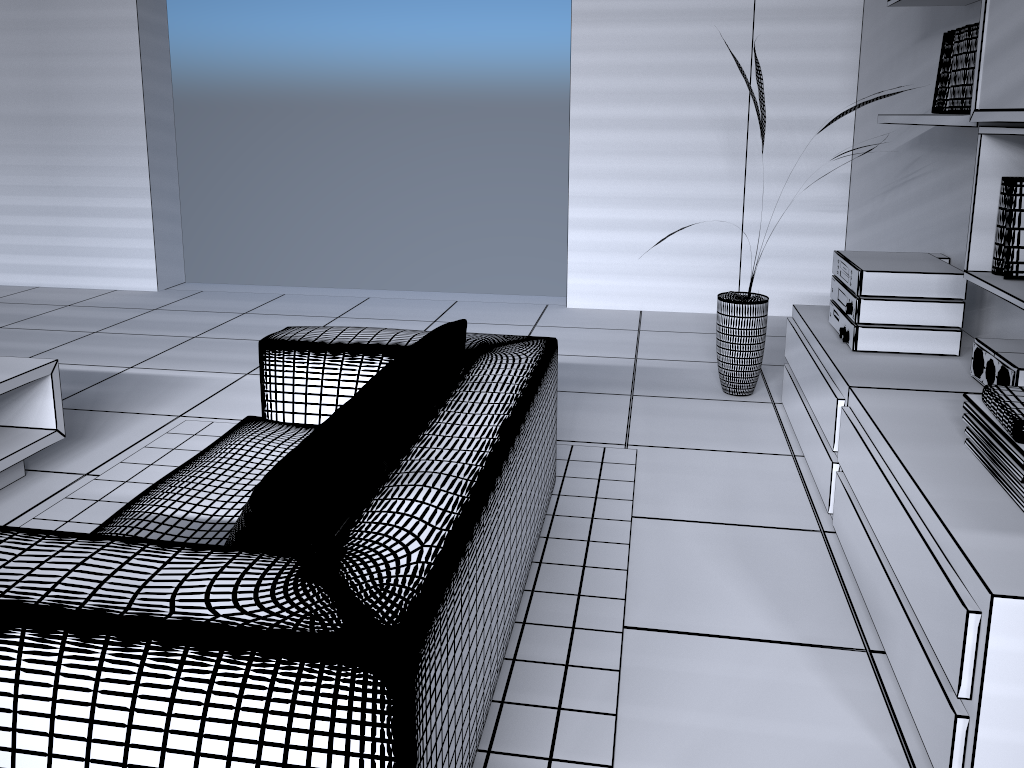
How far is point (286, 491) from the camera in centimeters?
142cm

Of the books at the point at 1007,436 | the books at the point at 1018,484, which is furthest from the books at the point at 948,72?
the books at the point at 1018,484

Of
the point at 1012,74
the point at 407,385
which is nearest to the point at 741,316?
the point at 1012,74

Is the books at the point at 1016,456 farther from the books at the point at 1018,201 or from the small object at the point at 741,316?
the small object at the point at 741,316

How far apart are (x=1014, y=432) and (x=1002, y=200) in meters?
0.8

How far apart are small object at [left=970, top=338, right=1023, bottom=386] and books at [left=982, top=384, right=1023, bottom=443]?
0.3m

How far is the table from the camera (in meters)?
2.85

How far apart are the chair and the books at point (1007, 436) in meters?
1.0

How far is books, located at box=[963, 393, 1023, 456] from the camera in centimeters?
186cm

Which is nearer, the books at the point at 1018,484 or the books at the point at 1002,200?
the books at the point at 1018,484
